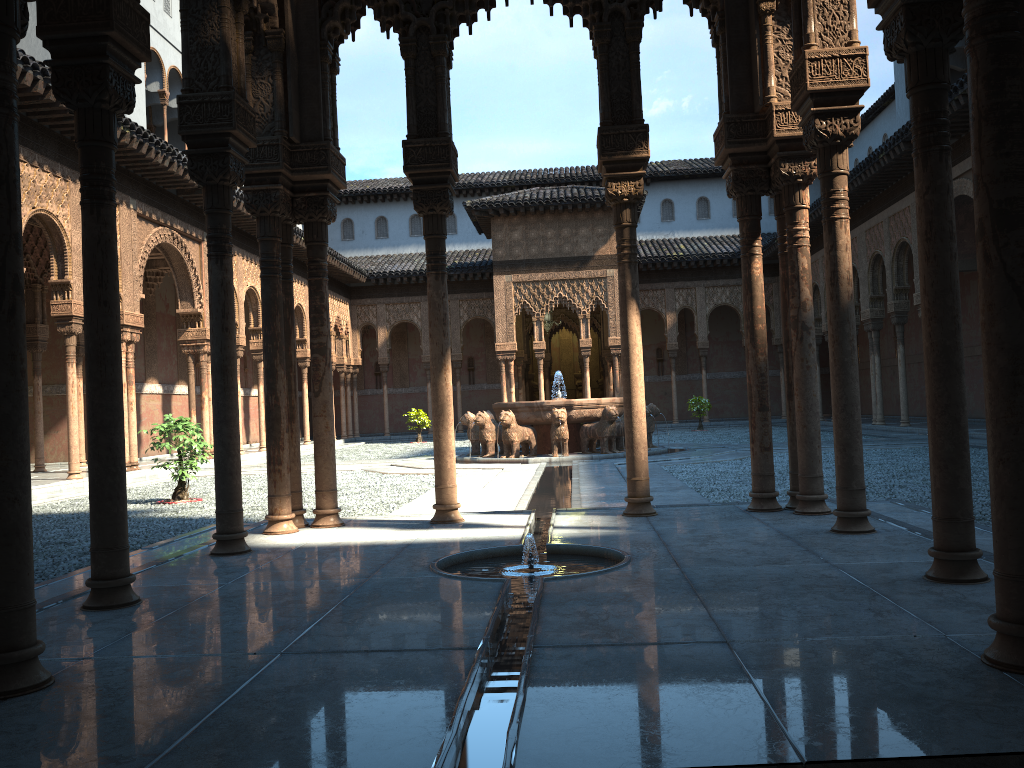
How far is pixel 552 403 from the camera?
18.07m

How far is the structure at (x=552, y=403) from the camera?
18.07m

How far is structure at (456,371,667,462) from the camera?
18.1m
